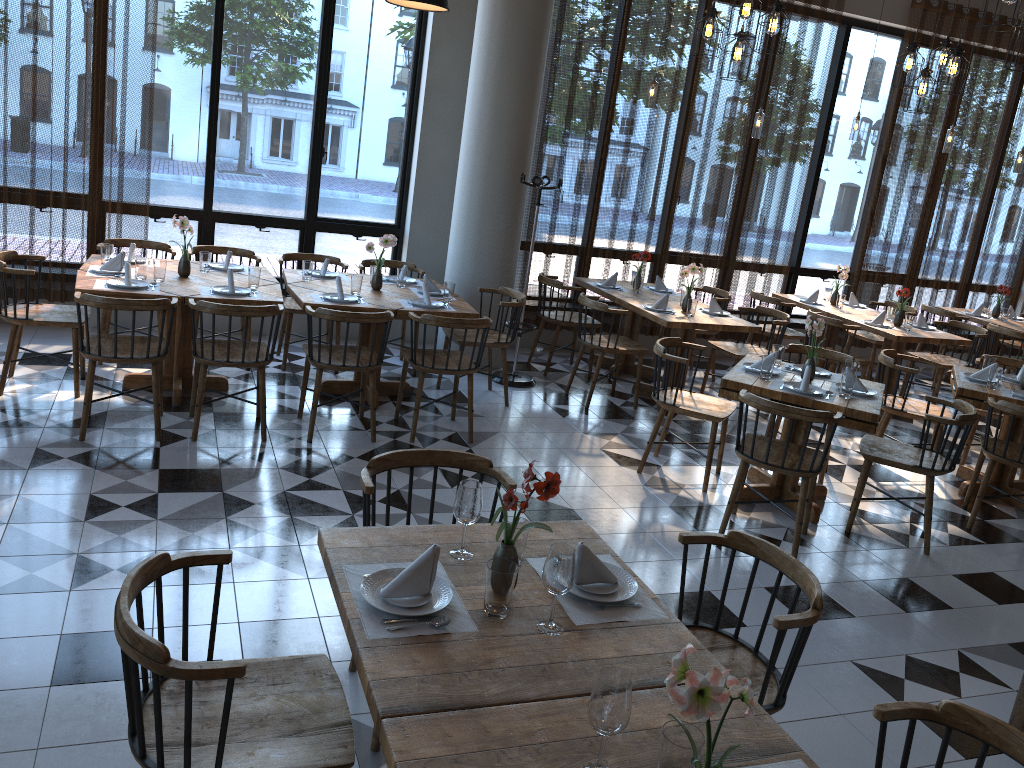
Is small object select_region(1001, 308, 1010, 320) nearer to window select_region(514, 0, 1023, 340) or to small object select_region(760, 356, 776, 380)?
window select_region(514, 0, 1023, 340)

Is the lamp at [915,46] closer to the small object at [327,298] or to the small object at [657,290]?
the small object at [657,290]

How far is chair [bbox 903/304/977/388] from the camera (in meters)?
8.93

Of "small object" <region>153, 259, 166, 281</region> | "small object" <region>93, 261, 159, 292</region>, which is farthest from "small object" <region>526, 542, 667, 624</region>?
"small object" <region>153, 259, 166, 281</region>

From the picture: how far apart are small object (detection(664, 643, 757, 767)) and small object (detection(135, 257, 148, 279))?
4.77m

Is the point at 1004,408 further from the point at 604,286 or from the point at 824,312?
the point at 604,286

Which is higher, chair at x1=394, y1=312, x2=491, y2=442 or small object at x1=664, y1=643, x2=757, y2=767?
small object at x1=664, y1=643, x2=757, y2=767

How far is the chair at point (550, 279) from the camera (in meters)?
7.35

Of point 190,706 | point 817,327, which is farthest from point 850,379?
point 190,706

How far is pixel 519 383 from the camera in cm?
706
